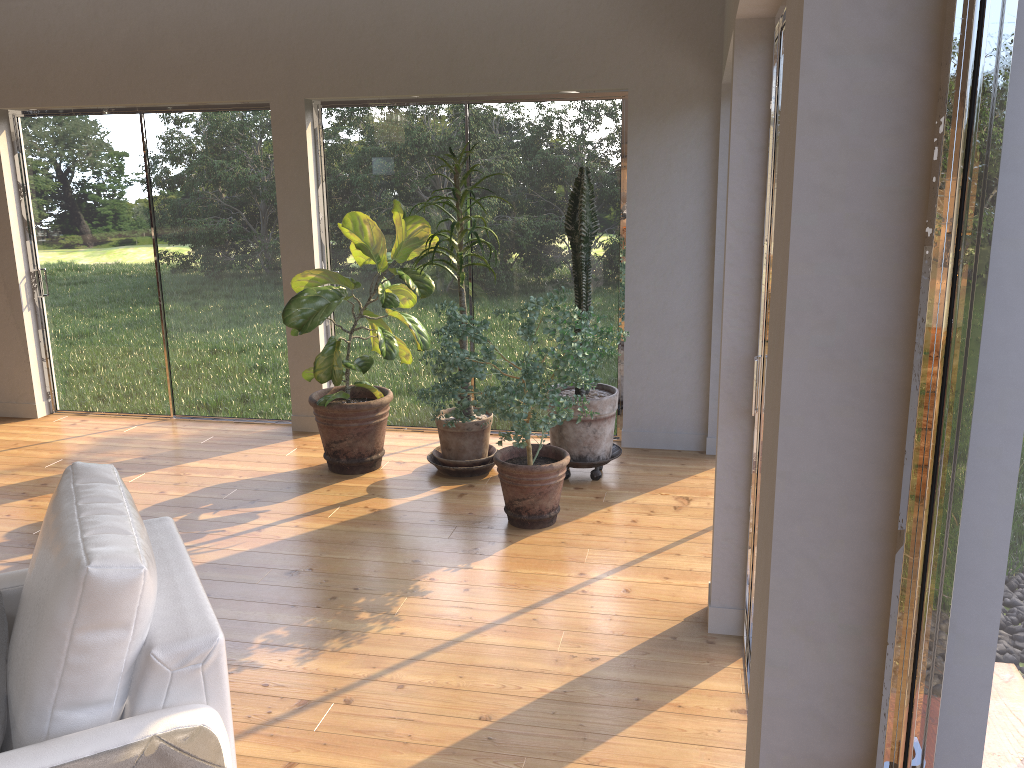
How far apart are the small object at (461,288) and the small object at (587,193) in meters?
0.4

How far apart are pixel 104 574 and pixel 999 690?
1.5 meters

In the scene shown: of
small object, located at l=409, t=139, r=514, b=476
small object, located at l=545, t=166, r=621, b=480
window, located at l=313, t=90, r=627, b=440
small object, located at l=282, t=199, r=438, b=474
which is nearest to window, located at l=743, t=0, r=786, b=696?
small object, located at l=545, t=166, r=621, b=480

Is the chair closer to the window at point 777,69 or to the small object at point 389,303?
the window at point 777,69

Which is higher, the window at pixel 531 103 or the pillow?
the window at pixel 531 103

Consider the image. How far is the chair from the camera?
1.68m

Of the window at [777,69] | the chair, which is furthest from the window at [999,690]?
the window at [777,69]

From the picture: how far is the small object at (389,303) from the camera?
4.7 meters

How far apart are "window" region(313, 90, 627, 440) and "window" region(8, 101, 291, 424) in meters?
0.4 m

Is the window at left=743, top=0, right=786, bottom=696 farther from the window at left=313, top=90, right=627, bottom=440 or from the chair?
the window at left=313, top=90, right=627, bottom=440
